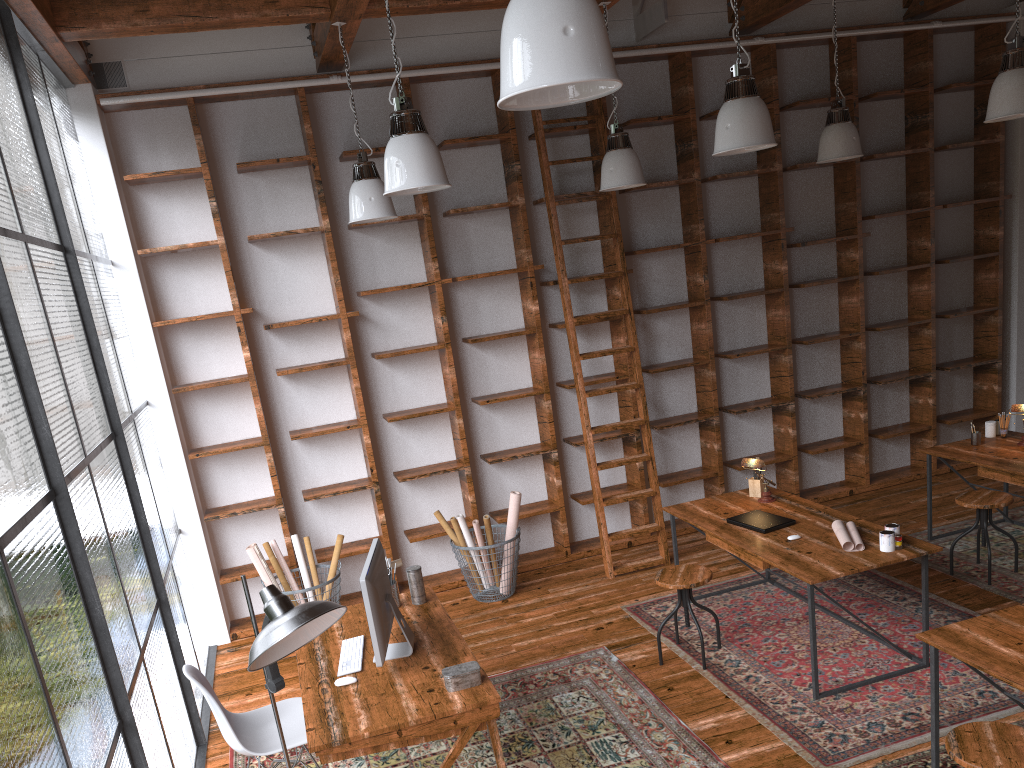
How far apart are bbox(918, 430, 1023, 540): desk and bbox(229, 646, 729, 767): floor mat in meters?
2.6 m

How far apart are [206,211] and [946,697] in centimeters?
515cm

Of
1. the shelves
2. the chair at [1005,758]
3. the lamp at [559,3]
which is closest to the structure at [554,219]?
the shelves

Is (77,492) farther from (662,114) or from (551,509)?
(662,114)

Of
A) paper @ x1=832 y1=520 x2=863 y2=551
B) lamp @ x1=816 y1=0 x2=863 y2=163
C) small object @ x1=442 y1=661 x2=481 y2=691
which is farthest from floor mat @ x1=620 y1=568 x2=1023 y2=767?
lamp @ x1=816 y1=0 x2=863 y2=163

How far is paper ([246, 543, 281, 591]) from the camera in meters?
5.5 m

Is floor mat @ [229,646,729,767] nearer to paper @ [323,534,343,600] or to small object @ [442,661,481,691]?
small object @ [442,661,481,691]

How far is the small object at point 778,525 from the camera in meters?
4.7 m

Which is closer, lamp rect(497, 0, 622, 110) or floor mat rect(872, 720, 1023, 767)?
lamp rect(497, 0, 622, 110)

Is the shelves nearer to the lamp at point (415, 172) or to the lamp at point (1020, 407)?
the lamp at point (1020, 407)
